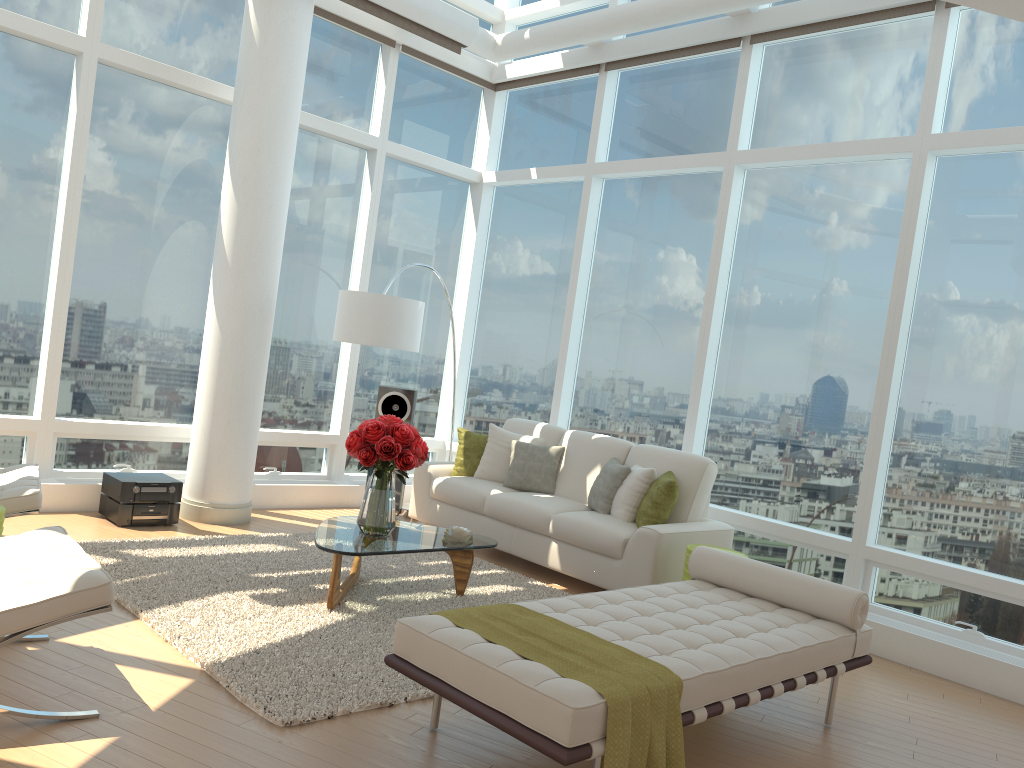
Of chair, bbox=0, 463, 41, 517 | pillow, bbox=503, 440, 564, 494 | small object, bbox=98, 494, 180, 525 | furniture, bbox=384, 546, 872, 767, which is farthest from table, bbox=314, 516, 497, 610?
small object, bbox=98, 494, 180, 525

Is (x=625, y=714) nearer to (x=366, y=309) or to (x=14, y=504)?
(x=14, y=504)

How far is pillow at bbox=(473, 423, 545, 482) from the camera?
7.27m

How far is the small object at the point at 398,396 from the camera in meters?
7.8 m

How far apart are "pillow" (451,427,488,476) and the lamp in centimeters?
86cm

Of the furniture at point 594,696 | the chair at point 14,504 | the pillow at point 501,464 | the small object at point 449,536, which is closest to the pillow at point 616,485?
the pillow at point 501,464

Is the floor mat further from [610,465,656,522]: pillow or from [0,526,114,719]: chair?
[610,465,656,522]: pillow

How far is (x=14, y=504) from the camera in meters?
4.5

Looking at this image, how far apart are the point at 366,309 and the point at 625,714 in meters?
4.4

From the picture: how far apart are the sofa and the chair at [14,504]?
3.0m
